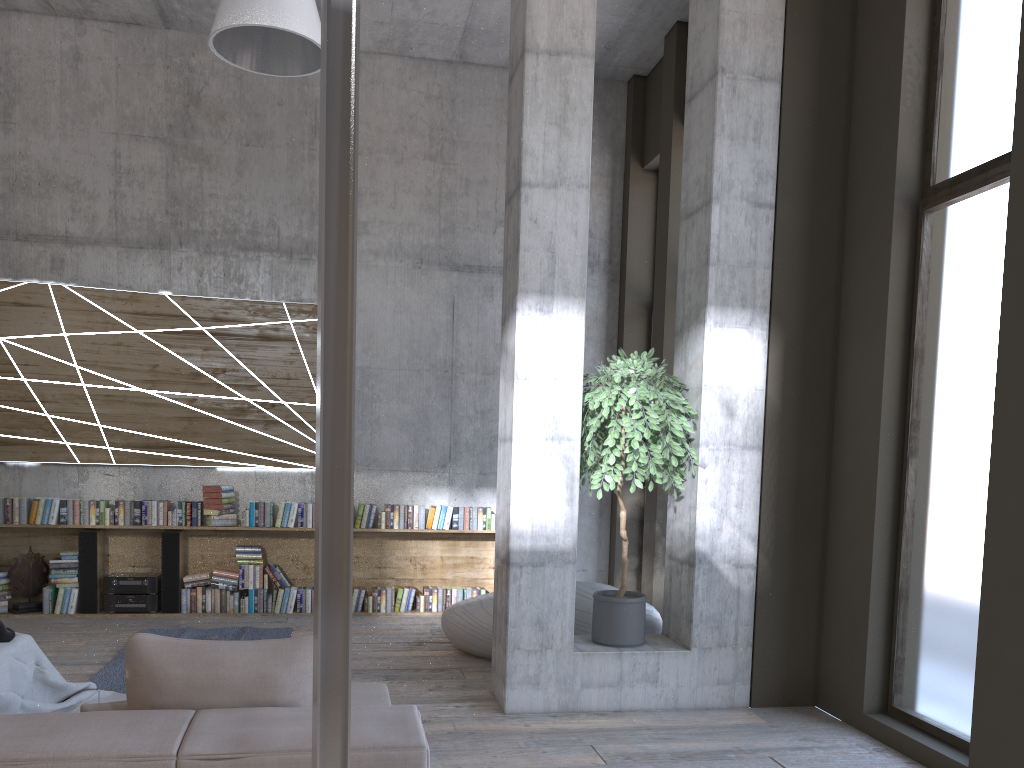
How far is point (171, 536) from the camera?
7.62m

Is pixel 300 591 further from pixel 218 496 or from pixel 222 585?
pixel 218 496

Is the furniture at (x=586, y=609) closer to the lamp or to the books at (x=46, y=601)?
the books at (x=46, y=601)

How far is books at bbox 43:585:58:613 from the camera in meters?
7.4 m

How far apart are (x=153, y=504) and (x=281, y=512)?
1.08m

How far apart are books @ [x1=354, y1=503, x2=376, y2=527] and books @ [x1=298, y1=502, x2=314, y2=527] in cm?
41

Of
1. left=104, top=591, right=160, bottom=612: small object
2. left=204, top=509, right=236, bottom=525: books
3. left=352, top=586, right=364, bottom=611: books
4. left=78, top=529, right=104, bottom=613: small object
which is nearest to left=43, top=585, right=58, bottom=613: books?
left=78, top=529, right=104, bottom=613: small object

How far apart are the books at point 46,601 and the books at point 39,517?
0.6 meters

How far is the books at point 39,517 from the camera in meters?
7.4 m

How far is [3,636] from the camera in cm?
455
